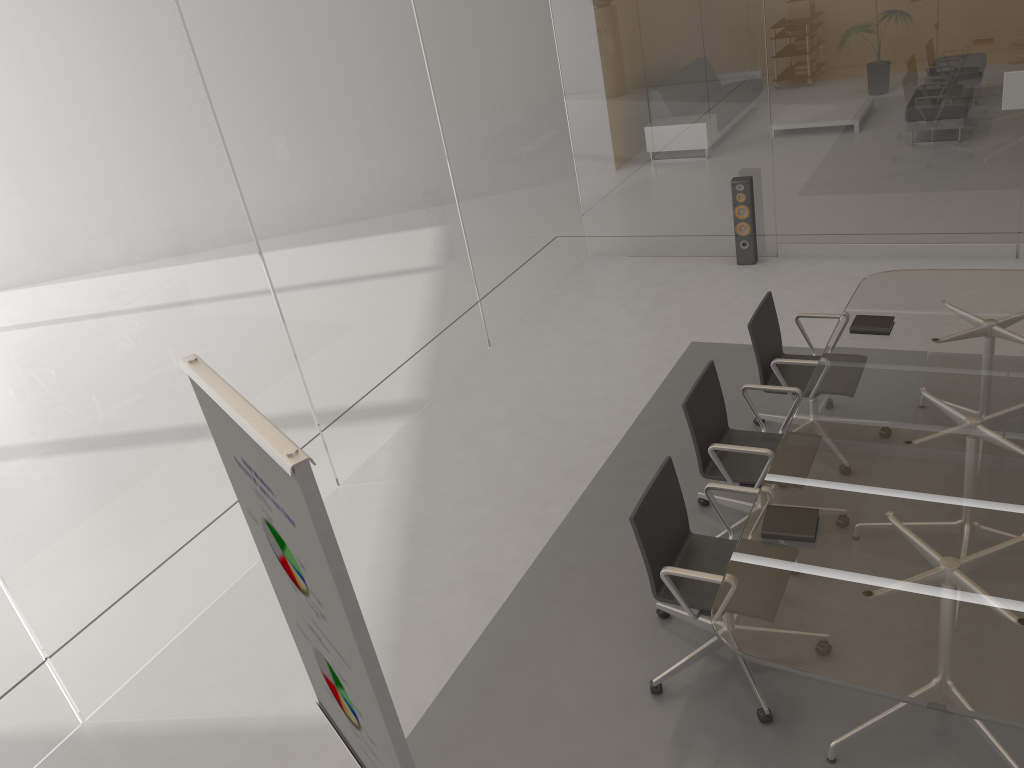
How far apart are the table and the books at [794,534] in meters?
0.0 m

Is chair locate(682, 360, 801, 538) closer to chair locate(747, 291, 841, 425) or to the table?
the table

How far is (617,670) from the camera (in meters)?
3.68

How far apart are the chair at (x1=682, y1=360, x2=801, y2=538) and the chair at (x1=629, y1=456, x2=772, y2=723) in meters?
0.3

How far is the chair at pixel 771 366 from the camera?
4.45m

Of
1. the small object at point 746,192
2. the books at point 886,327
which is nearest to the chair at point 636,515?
the books at point 886,327

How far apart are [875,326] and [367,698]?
3.4m

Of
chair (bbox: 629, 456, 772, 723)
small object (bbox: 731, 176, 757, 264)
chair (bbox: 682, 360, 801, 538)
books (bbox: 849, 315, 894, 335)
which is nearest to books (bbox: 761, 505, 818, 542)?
chair (bbox: 629, 456, 772, 723)

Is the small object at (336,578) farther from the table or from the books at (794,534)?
the books at (794,534)

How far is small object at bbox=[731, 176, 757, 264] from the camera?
7.0m
